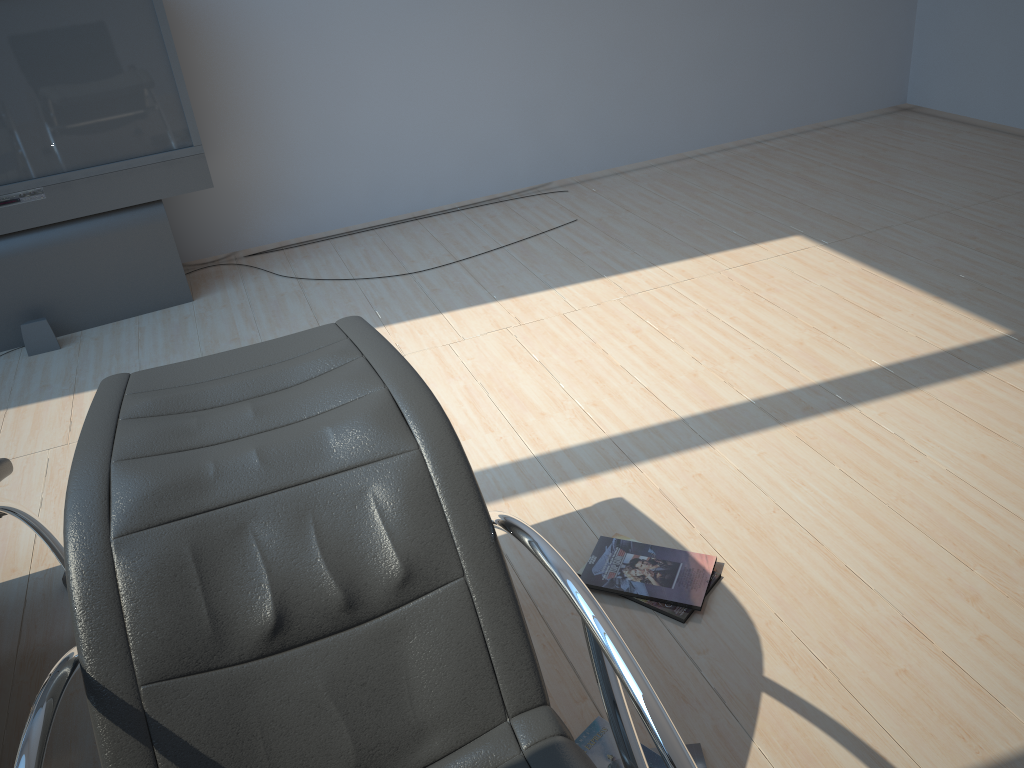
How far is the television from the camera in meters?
3.6

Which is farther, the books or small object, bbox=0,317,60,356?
small object, bbox=0,317,60,356

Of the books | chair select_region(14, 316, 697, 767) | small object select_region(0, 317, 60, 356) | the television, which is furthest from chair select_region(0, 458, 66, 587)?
the television

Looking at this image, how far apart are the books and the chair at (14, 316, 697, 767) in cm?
33

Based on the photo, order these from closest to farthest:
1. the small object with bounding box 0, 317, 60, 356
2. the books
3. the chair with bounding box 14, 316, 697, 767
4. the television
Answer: the chair with bounding box 14, 316, 697, 767
the books
the television
the small object with bounding box 0, 317, 60, 356

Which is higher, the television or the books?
the television

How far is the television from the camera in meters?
3.6

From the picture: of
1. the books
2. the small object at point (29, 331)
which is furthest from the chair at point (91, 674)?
the small object at point (29, 331)

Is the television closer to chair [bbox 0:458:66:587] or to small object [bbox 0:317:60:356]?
small object [bbox 0:317:60:356]

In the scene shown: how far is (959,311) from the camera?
3.33m
